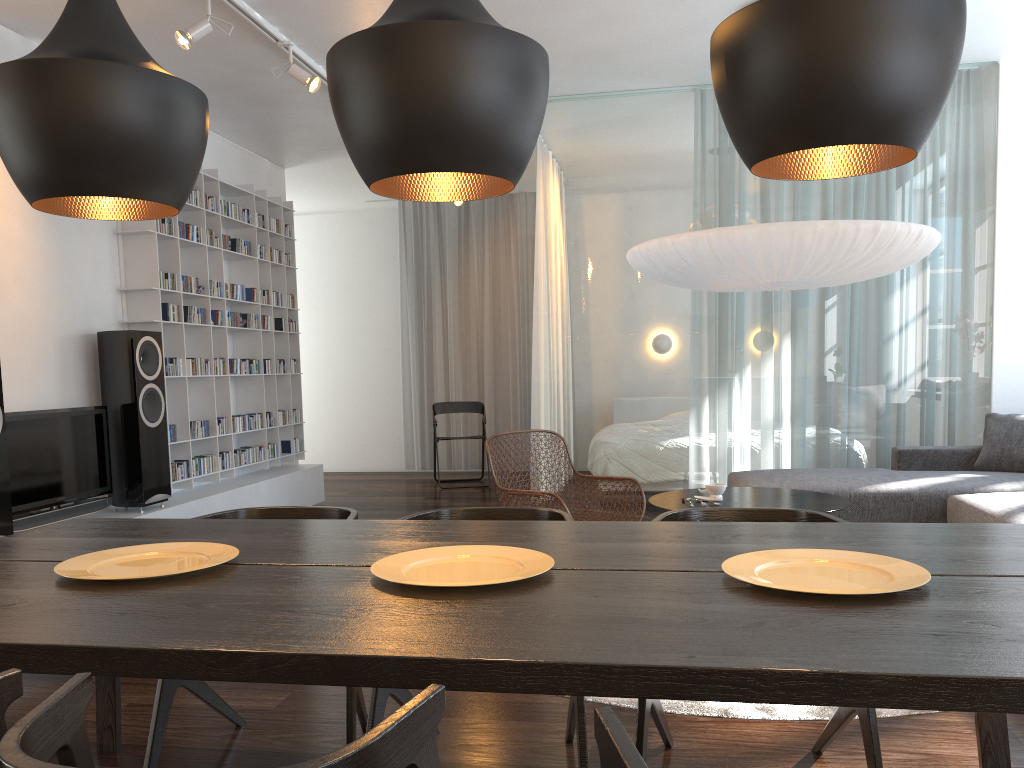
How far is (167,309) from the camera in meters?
5.4 m

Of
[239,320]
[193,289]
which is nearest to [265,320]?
[239,320]

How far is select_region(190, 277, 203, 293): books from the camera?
5.7m

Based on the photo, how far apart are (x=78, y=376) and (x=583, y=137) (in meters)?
3.36

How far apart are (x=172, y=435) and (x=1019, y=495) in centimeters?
457cm

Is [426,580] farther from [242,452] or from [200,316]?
[242,452]

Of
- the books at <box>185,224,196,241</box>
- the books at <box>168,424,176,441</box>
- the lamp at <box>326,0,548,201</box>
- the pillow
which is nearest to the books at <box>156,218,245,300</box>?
the books at <box>185,224,196,241</box>

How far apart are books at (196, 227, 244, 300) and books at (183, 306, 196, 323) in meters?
0.5

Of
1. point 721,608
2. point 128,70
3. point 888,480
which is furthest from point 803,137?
point 888,480

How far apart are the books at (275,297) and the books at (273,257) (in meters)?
0.28
